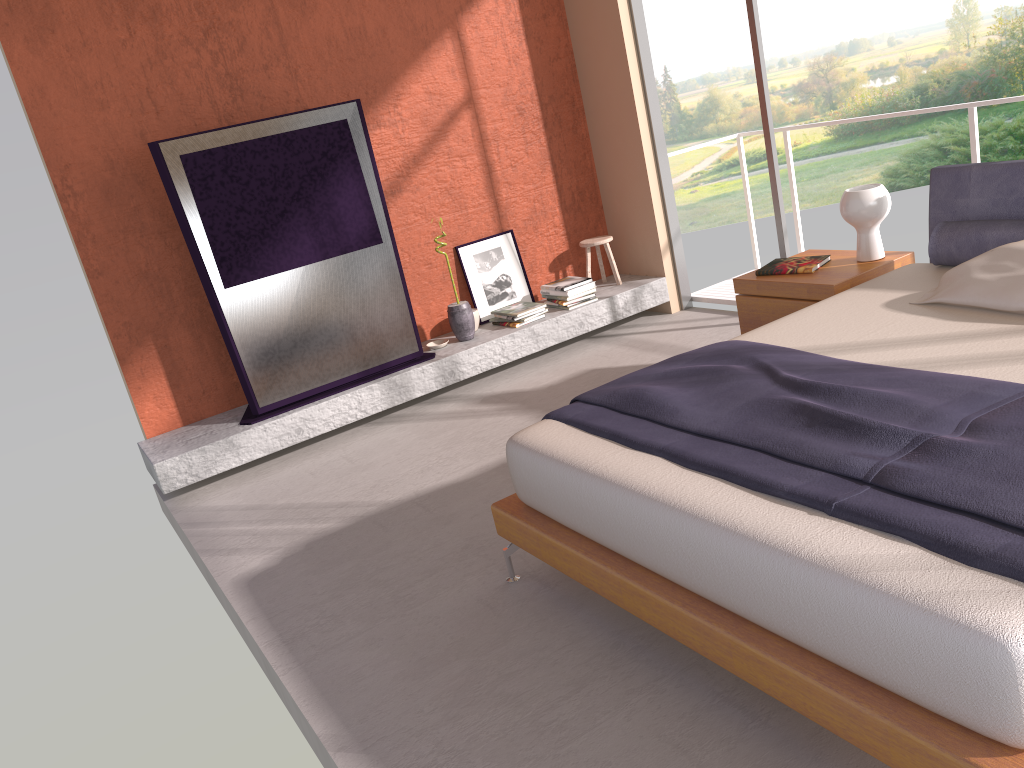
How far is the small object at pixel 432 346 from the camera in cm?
566

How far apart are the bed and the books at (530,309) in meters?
2.4

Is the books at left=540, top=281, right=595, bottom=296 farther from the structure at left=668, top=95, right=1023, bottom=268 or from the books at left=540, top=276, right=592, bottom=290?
the structure at left=668, top=95, right=1023, bottom=268

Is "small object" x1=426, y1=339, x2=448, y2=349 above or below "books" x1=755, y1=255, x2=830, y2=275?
below

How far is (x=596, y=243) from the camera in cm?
618

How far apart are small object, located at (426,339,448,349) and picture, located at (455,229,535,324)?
0.41m

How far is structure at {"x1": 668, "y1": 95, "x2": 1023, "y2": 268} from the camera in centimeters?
487cm

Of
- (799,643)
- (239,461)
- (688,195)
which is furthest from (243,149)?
(688,195)

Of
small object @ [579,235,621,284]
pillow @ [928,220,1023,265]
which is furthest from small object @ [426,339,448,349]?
pillow @ [928,220,1023,265]

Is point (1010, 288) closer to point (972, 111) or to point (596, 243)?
point (972, 111)
